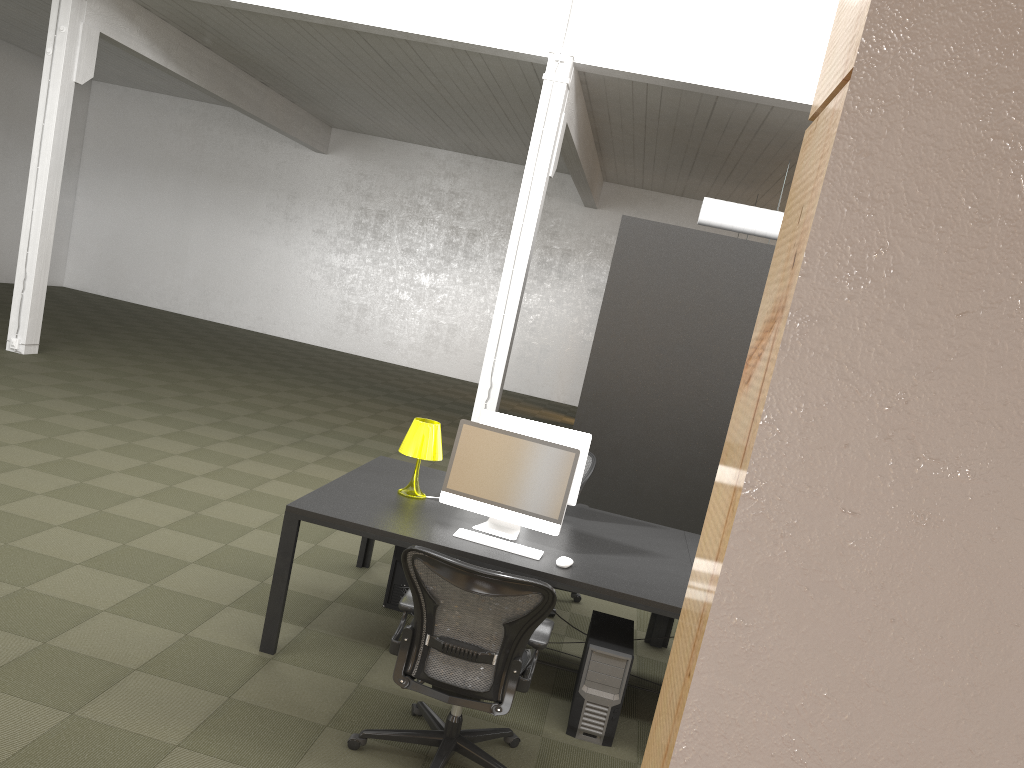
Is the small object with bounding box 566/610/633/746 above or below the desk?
below

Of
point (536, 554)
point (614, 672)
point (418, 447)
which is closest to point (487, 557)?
point (536, 554)

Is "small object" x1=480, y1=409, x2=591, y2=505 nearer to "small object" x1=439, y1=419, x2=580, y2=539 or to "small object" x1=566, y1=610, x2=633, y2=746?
"small object" x1=439, y1=419, x2=580, y2=539

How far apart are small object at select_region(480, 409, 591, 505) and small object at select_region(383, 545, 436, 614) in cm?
90

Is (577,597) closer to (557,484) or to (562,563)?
(557,484)

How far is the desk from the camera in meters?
4.1

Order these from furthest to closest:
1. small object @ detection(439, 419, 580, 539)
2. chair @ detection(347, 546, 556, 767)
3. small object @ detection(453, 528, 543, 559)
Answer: small object @ detection(439, 419, 580, 539) → small object @ detection(453, 528, 543, 559) → chair @ detection(347, 546, 556, 767)

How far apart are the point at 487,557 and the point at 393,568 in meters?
1.3 m

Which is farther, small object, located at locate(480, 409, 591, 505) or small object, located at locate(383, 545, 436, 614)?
small object, located at locate(383, 545, 436, 614)

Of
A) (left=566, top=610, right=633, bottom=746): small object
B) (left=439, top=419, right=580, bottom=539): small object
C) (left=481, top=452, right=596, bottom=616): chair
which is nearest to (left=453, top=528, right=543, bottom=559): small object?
(left=439, top=419, right=580, bottom=539): small object
